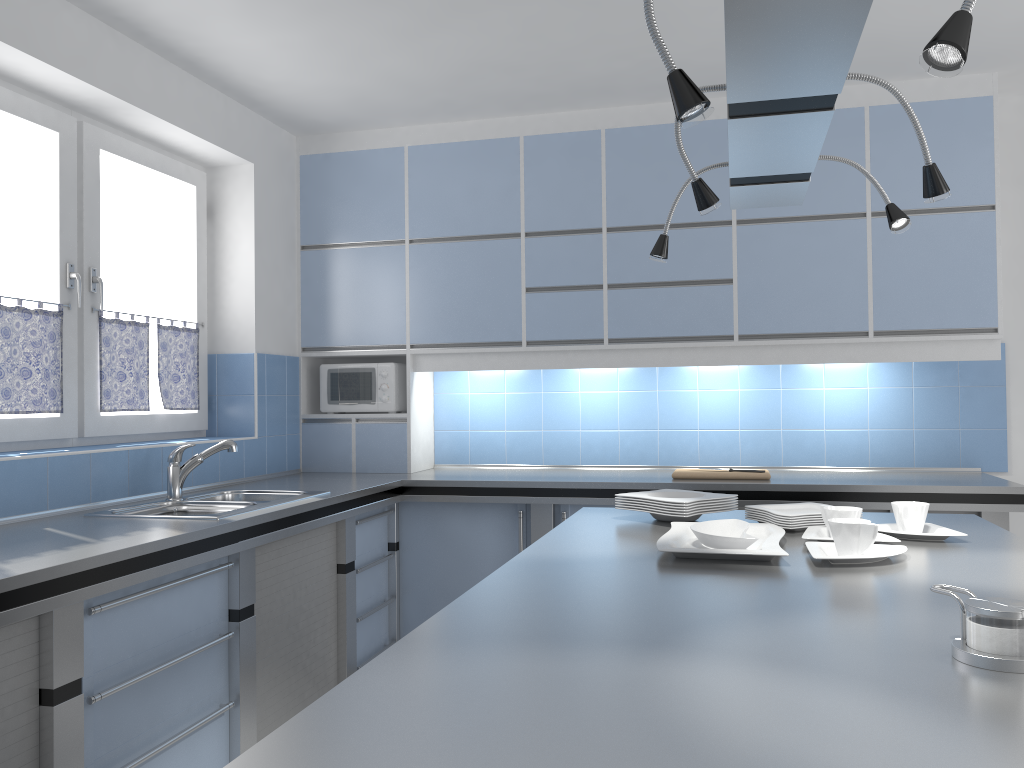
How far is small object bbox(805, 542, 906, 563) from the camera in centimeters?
189cm

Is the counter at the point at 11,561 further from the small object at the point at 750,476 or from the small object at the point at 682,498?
the small object at the point at 682,498

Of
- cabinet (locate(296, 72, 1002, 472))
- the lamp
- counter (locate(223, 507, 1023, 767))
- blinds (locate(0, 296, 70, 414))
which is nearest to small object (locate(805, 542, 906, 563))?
counter (locate(223, 507, 1023, 767))

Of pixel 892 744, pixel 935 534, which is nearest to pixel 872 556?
pixel 935 534

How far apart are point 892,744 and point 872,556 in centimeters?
104cm

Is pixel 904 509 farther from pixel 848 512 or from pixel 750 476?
pixel 750 476

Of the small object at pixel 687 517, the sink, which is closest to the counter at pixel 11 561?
the sink

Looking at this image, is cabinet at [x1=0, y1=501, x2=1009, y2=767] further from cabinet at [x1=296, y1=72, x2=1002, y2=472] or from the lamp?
the lamp

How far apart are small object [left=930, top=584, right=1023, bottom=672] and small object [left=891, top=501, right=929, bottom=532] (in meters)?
0.97

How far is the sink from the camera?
3.1 meters
